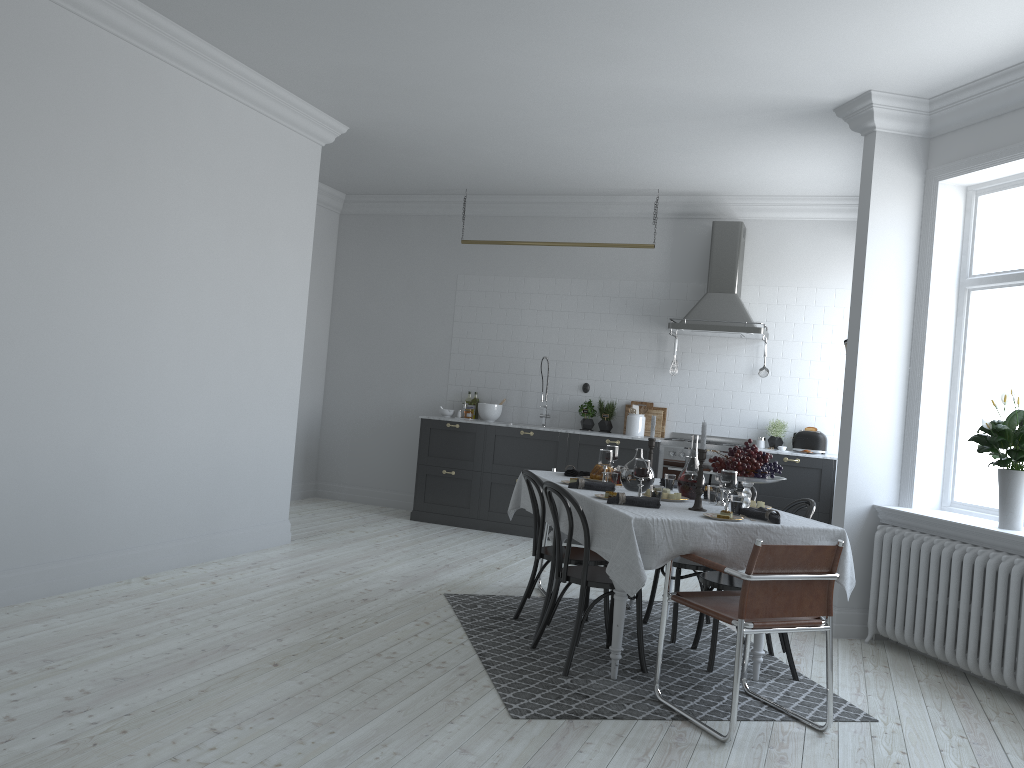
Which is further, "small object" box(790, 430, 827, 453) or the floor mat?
"small object" box(790, 430, 827, 453)

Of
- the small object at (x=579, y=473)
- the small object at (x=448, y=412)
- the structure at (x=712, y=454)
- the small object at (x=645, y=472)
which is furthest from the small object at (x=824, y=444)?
the small object at (x=645, y=472)

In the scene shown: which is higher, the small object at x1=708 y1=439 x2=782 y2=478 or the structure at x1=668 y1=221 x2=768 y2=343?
the structure at x1=668 y1=221 x2=768 y2=343

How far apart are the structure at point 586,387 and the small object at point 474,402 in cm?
116

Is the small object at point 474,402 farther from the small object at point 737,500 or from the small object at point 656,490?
the small object at point 737,500

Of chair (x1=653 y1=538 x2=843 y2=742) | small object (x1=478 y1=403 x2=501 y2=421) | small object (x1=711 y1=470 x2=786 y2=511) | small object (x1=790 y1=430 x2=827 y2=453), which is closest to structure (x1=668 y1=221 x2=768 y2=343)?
small object (x1=790 y1=430 x2=827 y2=453)

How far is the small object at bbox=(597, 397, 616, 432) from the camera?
8.55m

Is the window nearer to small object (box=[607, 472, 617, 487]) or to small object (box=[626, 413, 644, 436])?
small object (box=[607, 472, 617, 487])

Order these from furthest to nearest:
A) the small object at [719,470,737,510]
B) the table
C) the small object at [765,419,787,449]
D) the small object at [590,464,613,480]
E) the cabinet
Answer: the small object at [765,419,787,449] < the cabinet < the small object at [590,464,613,480] < the small object at [719,470,737,510] < the table

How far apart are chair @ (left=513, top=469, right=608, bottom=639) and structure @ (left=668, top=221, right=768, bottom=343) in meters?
3.3
